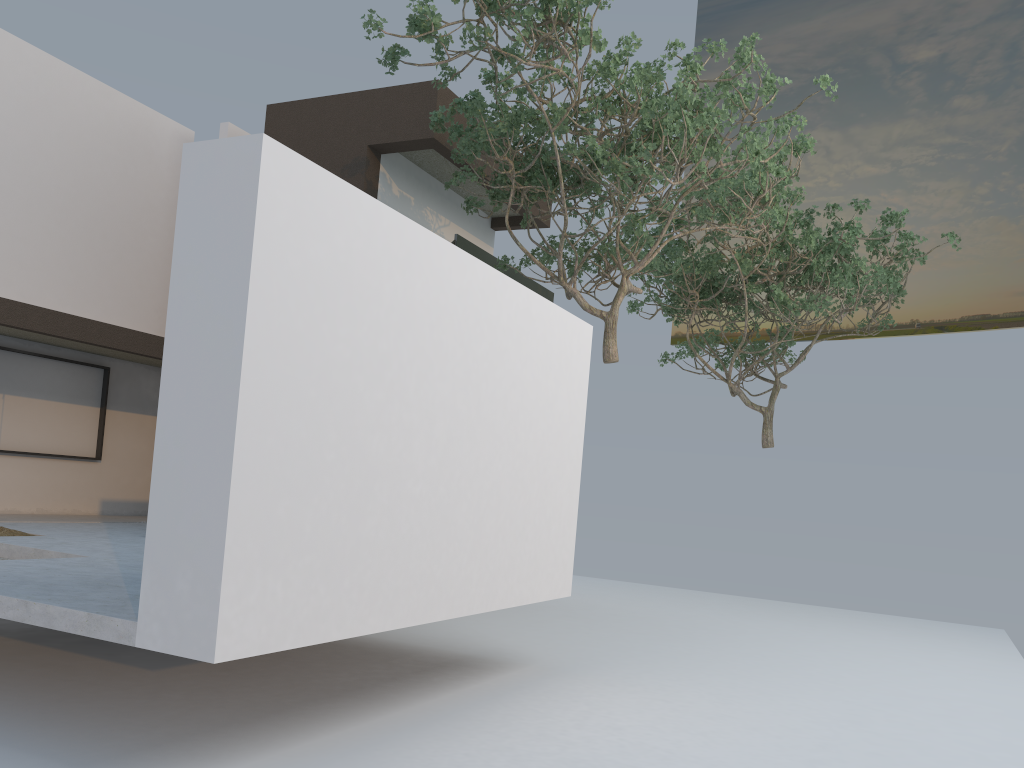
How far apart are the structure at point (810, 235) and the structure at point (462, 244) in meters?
1.9 m

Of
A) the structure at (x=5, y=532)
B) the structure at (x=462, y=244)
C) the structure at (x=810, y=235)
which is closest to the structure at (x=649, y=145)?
the structure at (x=462, y=244)

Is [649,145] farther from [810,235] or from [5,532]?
[5,532]

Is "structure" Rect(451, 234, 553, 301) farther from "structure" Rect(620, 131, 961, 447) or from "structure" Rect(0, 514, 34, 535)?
"structure" Rect(0, 514, 34, 535)

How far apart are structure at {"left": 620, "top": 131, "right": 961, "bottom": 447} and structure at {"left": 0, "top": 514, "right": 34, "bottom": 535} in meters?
8.9 m

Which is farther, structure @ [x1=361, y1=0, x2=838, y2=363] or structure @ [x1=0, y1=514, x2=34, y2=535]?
structure @ [x1=361, y1=0, x2=838, y2=363]

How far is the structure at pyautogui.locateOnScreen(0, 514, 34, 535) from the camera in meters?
7.7 m

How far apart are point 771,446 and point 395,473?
11.5m

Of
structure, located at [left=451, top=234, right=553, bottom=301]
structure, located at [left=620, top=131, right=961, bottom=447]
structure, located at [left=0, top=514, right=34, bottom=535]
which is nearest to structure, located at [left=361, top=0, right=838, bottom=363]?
structure, located at [left=451, top=234, right=553, bottom=301]

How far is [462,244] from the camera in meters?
11.6
